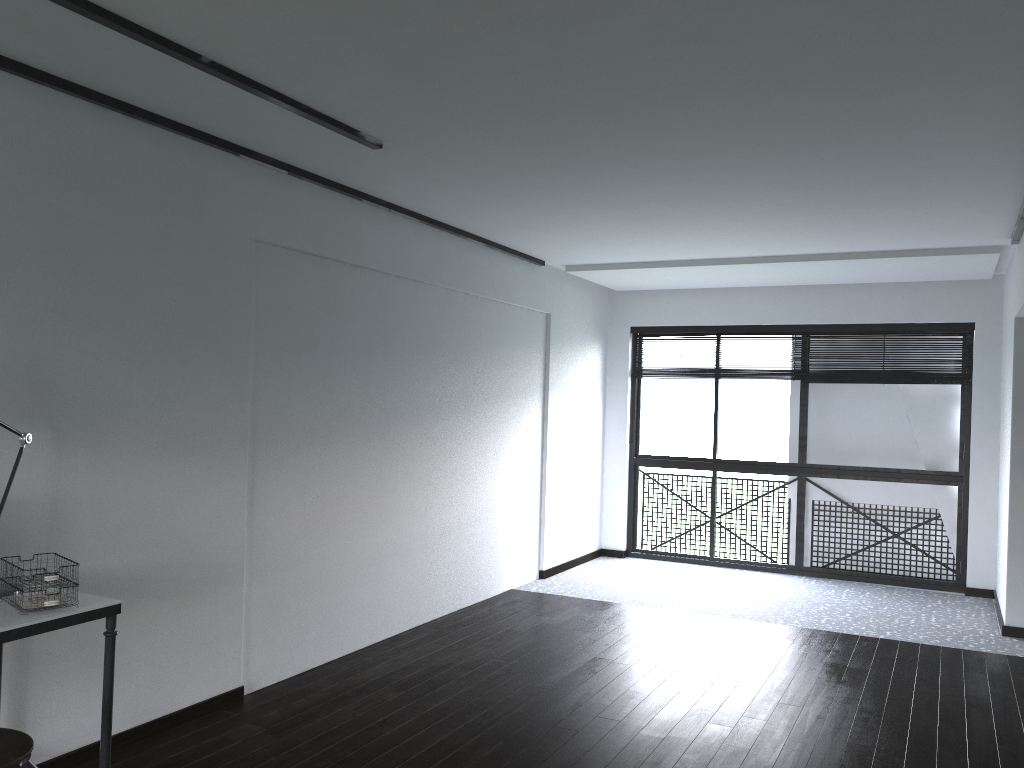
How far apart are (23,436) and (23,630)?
0.75m

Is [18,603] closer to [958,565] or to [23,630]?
[23,630]

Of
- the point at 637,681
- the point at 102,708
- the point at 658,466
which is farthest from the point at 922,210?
the point at 102,708

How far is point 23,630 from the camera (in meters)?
2.33

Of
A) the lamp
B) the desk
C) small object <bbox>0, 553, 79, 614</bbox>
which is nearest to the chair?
the desk

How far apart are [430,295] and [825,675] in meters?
3.0

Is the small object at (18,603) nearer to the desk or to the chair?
the desk

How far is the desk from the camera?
2.3m

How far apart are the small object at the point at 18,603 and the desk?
0.0m

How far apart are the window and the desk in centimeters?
569cm
